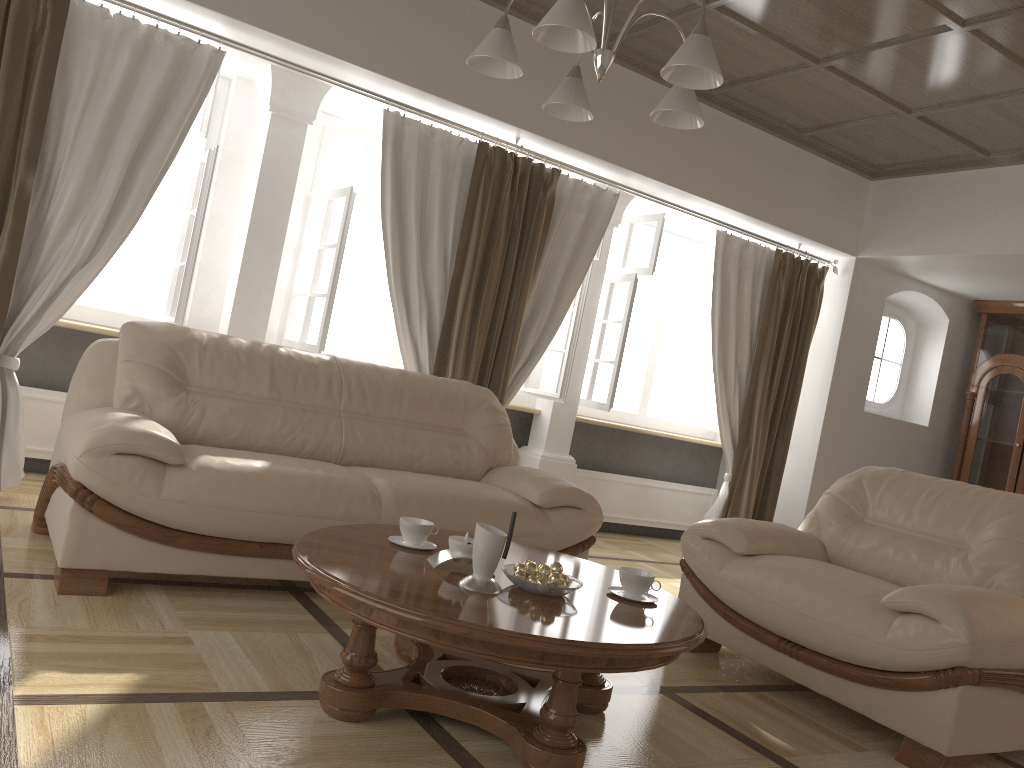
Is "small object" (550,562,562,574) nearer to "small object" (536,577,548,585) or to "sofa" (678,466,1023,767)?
"small object" (536,577,548,585)

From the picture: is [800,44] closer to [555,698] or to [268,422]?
[268,422]

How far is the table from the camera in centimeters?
200cm

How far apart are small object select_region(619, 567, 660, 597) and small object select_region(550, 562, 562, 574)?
0.2 meters

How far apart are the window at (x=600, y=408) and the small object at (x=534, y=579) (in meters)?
3.43

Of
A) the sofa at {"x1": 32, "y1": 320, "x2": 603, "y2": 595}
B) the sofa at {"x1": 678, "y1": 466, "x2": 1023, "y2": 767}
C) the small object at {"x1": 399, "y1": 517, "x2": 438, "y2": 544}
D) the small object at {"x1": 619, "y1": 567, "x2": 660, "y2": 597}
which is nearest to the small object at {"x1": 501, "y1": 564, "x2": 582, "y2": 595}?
the small object at {"x1": 619, "y1": 567, "x2": 660, "y2": 597}

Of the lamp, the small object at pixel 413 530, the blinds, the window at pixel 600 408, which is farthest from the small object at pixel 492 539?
the window at pixel 600 408

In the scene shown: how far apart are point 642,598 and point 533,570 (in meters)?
0.37

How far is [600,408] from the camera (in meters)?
5.84

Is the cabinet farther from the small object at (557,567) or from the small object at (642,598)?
the small object at (557,567)
